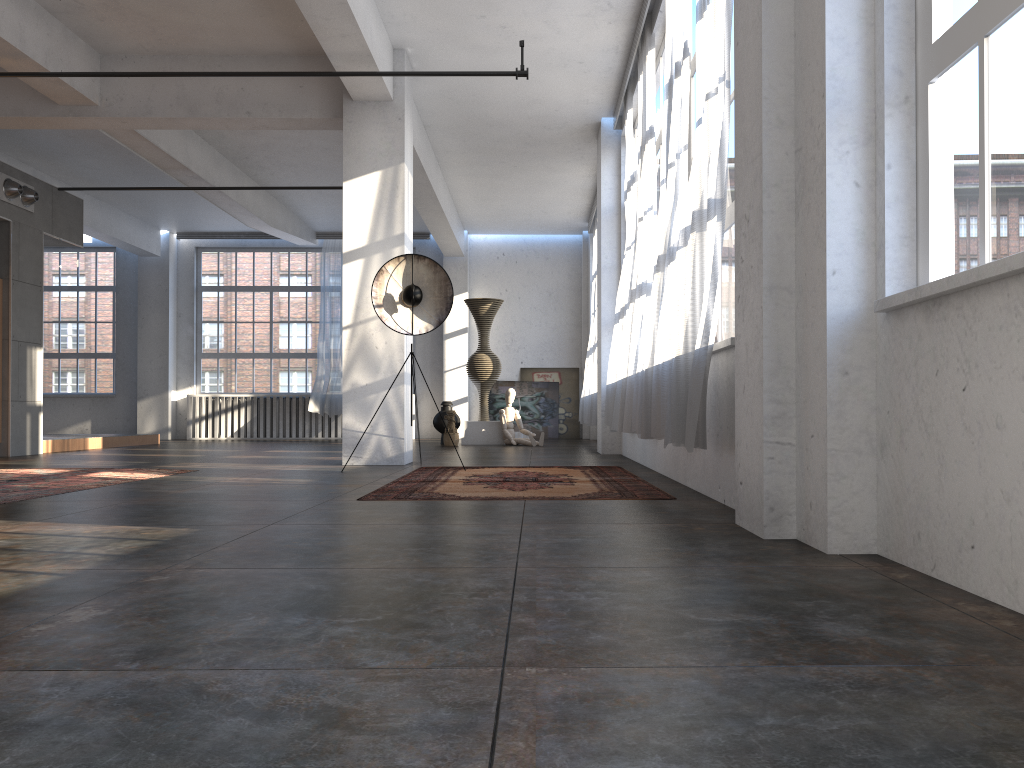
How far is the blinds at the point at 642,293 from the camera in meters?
7.5

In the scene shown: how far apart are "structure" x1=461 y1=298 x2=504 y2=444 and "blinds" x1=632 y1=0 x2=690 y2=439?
7.31m

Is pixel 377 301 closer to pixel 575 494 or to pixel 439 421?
pixel 575 494

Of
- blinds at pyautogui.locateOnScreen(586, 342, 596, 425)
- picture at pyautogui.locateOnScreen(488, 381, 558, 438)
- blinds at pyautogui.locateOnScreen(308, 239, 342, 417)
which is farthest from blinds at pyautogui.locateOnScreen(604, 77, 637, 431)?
blinds at pyautogui.locateOnScreen(308, 239, 342, 417)

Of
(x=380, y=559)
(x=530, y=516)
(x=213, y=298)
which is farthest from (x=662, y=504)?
(x=213, y=298)

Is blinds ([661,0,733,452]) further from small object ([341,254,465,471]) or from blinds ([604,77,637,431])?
blinds ([604,77,637,431])

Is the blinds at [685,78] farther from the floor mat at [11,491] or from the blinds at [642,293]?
the floor mat at [11,491]

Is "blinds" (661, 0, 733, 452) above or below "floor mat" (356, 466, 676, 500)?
above

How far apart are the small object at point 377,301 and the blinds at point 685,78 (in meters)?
2.10

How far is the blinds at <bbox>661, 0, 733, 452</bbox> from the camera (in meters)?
4.46
